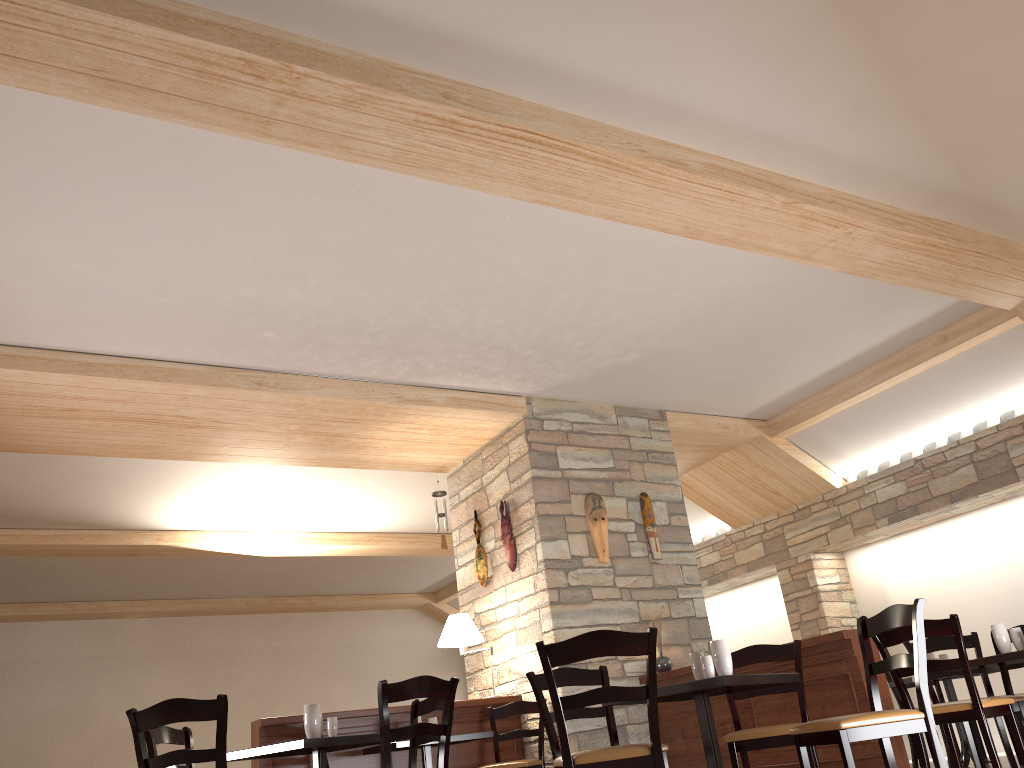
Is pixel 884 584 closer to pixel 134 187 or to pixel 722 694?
pixel 722 694

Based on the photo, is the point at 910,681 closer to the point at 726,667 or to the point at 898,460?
the point at 898,460

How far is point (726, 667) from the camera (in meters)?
3.86

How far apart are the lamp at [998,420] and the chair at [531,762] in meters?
4.6

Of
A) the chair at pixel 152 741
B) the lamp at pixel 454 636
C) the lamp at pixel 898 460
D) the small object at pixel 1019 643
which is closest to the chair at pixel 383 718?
the chair at pixel 152 741

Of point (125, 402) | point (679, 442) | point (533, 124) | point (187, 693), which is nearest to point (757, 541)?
point (679, 442)

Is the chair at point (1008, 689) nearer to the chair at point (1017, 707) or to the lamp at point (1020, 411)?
the chair at point (1017, 707)

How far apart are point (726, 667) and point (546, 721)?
0.99m

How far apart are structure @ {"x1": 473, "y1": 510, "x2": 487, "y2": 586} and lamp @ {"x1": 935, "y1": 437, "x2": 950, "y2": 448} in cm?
423

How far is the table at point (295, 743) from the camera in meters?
4.0
